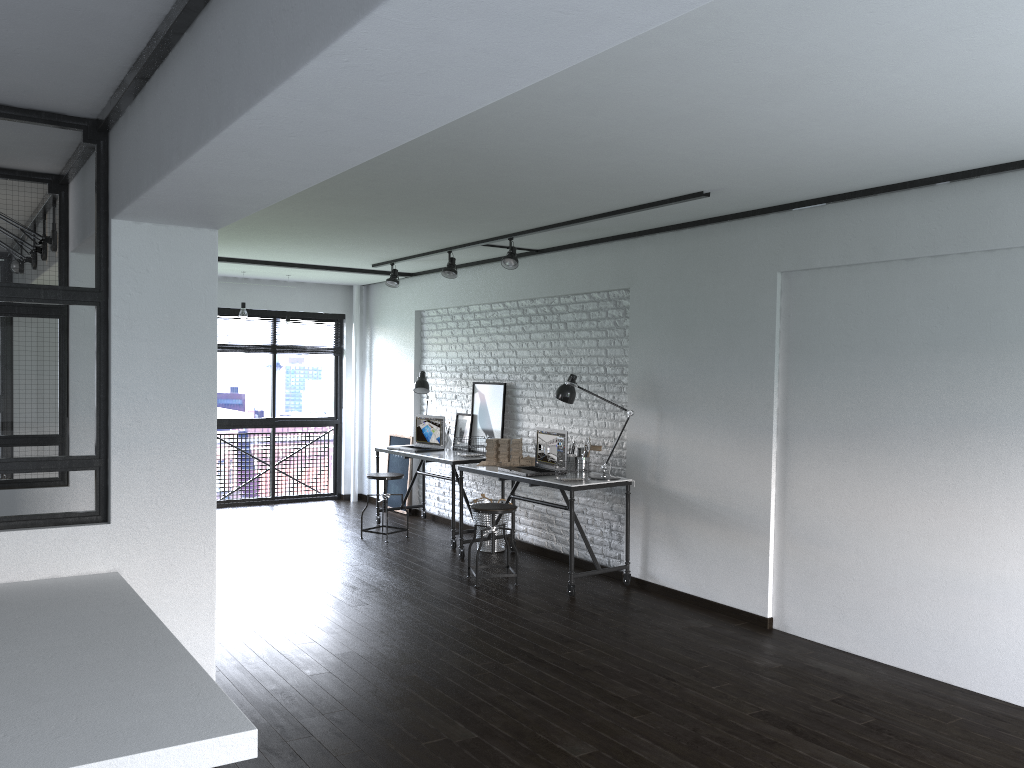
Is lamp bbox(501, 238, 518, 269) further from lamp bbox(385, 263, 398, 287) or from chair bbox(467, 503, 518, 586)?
lamp bbox(385, 263, 398, 287)

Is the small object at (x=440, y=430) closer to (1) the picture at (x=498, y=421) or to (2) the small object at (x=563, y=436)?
(1) the picture at (x=498, y=421)

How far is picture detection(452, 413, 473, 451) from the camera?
7.8 meters

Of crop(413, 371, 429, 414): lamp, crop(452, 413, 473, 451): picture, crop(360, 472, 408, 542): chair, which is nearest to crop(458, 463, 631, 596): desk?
crop(360, 472, 408, 542): chair

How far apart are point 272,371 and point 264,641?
5.1 meters

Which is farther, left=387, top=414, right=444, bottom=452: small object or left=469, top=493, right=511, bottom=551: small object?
left=387, top=414, right=444, bottom=452: small object

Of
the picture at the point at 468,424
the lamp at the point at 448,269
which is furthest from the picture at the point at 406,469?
the lamp at the point at 448,269

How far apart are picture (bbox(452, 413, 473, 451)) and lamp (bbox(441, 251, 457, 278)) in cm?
140

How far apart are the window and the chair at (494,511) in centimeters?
405cm

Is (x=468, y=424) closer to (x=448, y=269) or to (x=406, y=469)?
(x=406, y=469)
